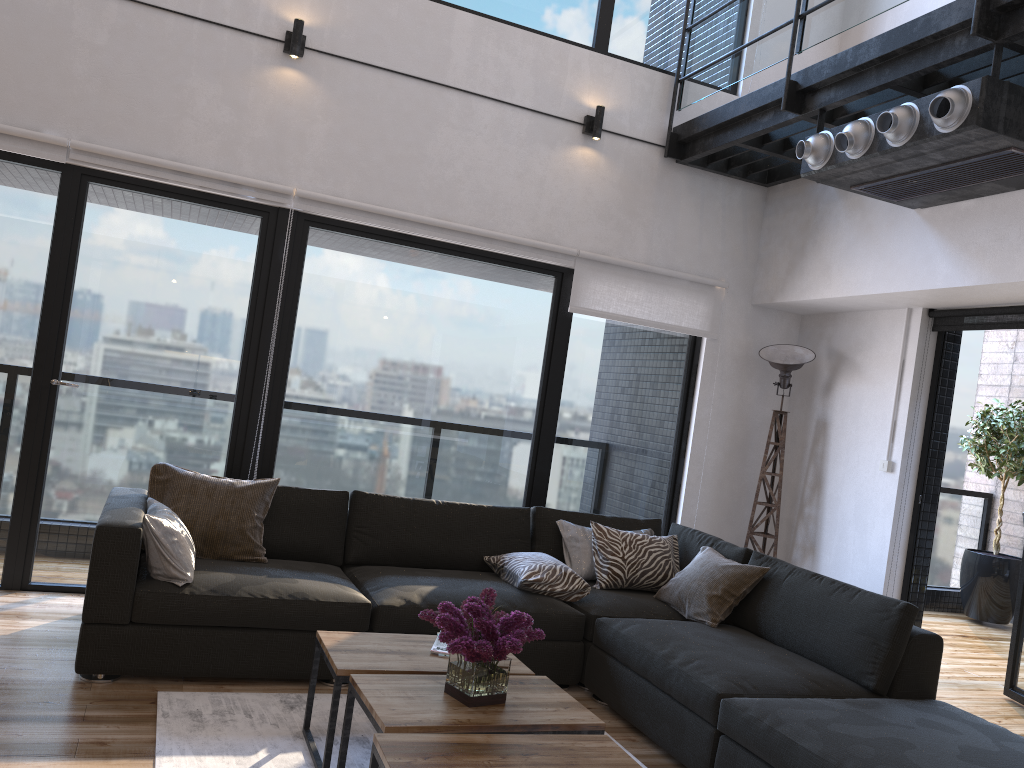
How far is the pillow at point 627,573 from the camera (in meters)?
4.32

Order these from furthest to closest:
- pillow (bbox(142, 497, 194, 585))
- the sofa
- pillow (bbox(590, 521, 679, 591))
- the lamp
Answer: the lamp < pillow (bbox(590, 521, 679, 591)) < pillow (bbox(142, 497, 194, 585)) < the sofa

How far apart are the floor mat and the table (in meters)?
0.02

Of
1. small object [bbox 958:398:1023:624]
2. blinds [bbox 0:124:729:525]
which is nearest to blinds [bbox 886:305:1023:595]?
blinds [bbox 0:124:729:525]

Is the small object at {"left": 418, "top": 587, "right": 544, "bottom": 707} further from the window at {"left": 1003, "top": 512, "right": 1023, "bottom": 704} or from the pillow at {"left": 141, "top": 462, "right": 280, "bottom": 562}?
the window at {"left": 1003, "top": 512, "right": 1023, "bottom": 704}

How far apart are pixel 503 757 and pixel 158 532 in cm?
177

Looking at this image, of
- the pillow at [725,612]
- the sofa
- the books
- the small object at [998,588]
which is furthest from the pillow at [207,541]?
the small object at [998,588]

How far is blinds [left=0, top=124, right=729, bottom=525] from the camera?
4.2 meters

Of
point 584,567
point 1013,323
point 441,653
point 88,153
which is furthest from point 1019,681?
point 88,153

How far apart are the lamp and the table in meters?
2.8
